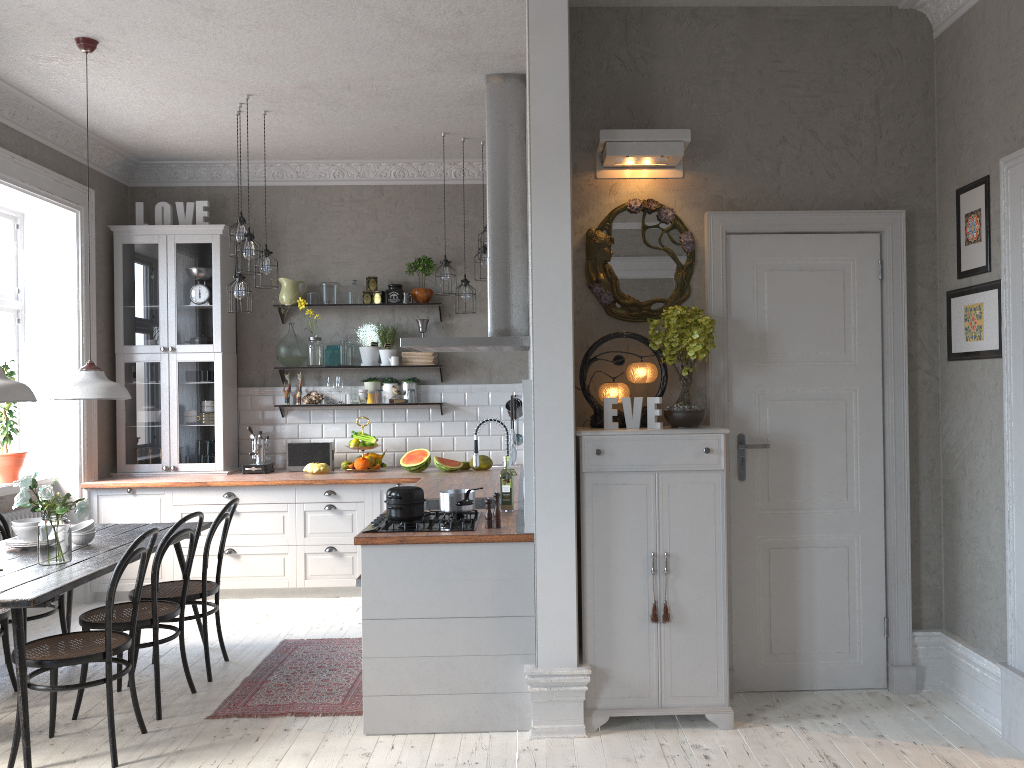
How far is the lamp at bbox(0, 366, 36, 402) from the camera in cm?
364

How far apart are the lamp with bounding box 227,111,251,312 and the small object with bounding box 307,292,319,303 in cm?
128

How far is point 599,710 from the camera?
3.79m

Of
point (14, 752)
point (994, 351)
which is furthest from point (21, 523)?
point (994, 351)

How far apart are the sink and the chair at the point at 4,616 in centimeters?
217cm

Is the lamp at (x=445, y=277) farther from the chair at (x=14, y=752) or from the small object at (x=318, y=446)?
the chair at (x=14, y=752)

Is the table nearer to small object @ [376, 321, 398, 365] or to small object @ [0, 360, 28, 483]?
small object @ [0, 360, 28, 483]

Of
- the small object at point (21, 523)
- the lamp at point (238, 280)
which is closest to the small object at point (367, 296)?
the lamp at point (238, 280)

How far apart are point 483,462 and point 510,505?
2.3 meters

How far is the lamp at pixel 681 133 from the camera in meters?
4.0 m
